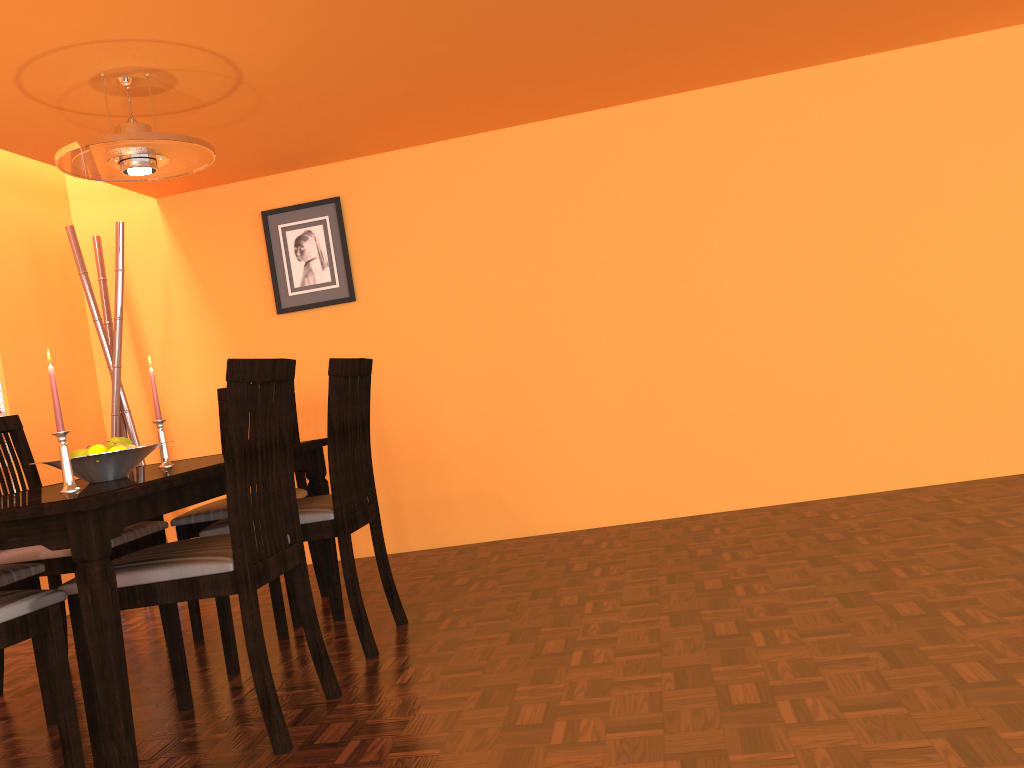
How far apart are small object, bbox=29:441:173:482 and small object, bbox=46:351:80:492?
0.2m

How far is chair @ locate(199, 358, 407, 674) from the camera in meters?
2.4 m

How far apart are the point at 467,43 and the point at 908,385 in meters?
2.1

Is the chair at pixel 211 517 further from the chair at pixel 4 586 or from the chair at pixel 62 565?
the chair at pixel 4 586

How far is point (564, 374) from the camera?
3.7m

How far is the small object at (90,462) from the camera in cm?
214

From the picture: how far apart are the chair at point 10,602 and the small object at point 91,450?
0.47m

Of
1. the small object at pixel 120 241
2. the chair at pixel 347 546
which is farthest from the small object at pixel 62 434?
the small object at pixel 120 241

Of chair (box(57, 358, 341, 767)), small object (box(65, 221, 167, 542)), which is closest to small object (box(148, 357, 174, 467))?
chair (box(57, 358, 341, 767))

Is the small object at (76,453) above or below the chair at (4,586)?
above
